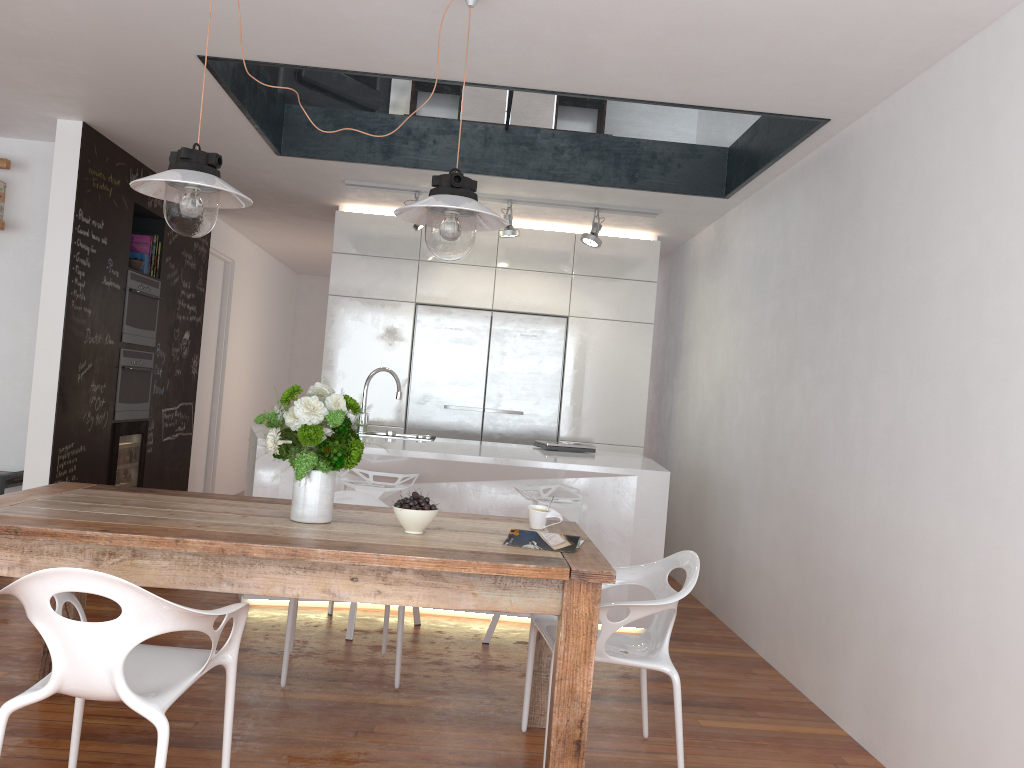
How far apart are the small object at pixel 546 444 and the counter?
0.1m

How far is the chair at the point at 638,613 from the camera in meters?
2.8

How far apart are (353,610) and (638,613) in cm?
182

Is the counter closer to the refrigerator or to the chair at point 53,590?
the refrigerator

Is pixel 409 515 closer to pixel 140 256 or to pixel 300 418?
pixel 300 418

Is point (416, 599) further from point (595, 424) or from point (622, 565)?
point (595, 424)

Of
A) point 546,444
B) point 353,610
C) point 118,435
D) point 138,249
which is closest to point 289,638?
point 353,610

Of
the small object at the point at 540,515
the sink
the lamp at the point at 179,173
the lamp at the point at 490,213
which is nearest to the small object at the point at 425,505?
the small object at the point at 540,515

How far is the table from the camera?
2.4m

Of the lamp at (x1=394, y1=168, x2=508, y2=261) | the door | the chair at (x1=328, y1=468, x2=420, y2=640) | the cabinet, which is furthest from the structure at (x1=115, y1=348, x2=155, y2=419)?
the lamp at (x1=394, y1=168, x2=508, y2=261)
